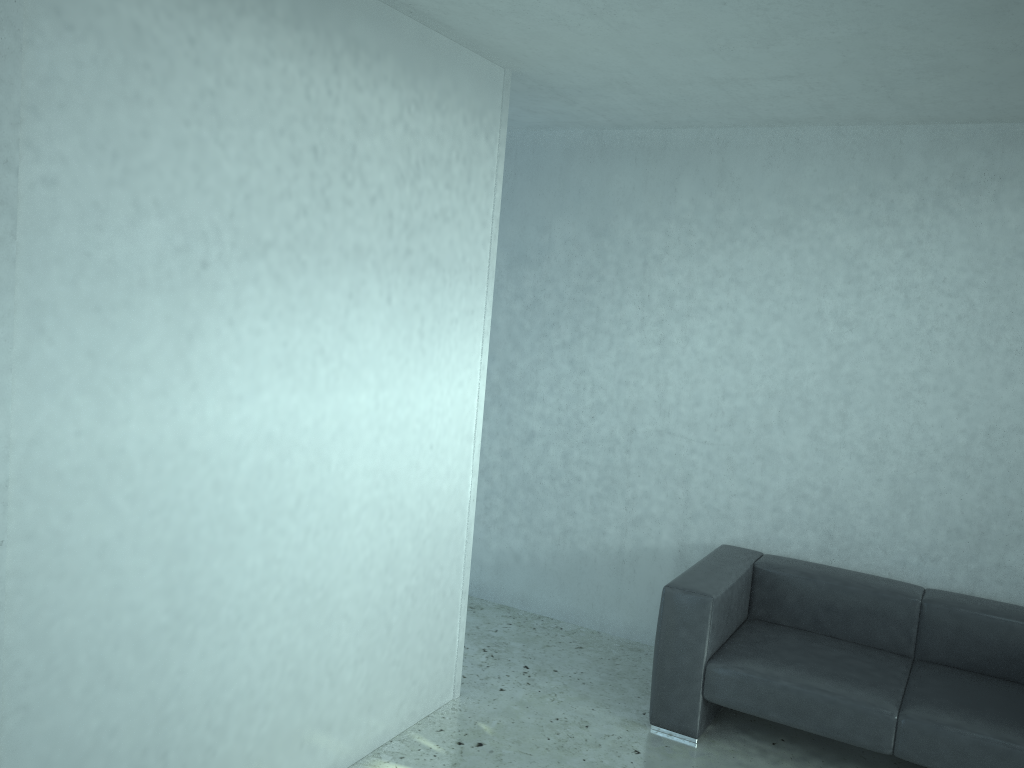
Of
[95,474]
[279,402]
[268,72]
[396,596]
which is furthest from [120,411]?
[396,596]

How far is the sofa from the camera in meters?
3.4

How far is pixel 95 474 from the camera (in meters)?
2.27

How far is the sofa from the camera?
3.4 meters

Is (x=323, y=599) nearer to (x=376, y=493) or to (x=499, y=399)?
(x=376, y=493)

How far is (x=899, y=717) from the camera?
3.41m

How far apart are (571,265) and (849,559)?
2.14m
